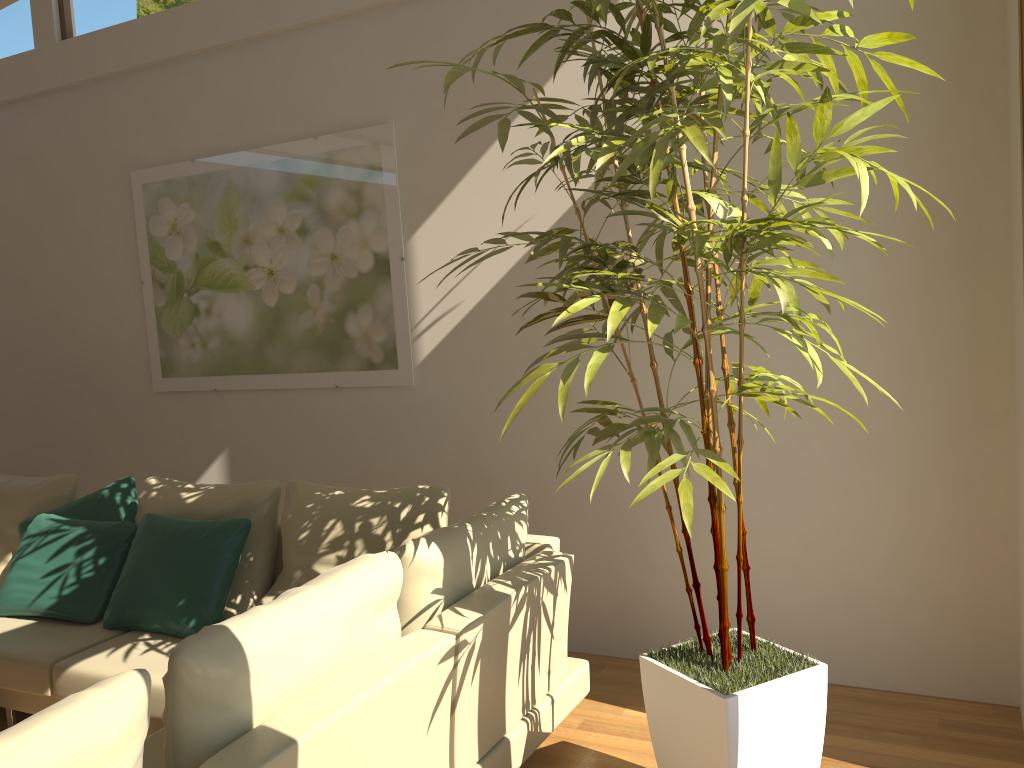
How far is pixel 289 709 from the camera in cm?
202

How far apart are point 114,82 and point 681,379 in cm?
376

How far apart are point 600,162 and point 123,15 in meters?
4.2 m

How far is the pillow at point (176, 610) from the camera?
3.55m

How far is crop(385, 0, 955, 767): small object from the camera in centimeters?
213cm

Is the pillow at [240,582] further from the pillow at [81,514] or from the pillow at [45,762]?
the pillow at [45,762]

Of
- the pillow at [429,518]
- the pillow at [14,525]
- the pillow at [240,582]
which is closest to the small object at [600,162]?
the pillow at [429,518]

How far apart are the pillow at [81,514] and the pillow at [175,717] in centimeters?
228cm

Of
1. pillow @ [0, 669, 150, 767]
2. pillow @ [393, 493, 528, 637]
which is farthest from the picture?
pillow @ [0, 669, 150, 767]

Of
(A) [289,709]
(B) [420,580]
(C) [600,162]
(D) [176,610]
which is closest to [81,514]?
(D) [176,610]
